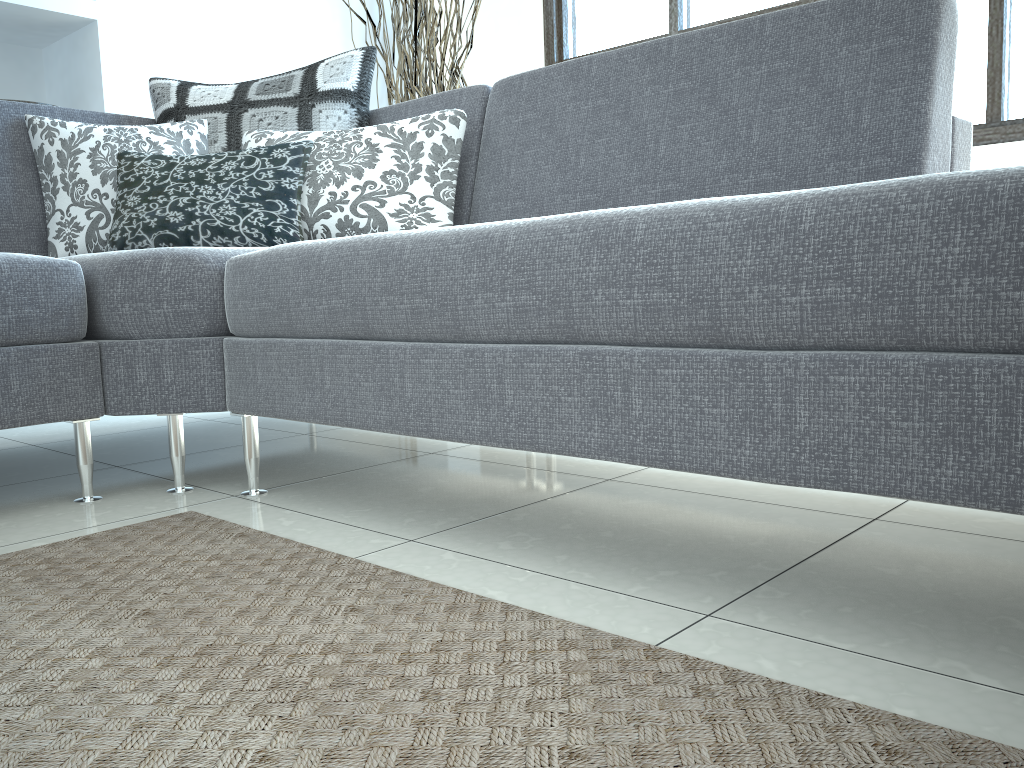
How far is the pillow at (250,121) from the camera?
2.30m

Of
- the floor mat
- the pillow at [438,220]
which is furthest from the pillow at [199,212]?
the floor mat

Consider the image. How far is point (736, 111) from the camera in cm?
166

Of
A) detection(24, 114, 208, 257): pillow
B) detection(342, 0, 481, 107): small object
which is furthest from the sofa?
detection(342, 0, 481, 107): small object

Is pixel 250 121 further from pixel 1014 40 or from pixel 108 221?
pixel 1014 40

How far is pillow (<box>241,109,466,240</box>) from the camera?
2.0 meters

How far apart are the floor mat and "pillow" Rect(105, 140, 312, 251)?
0.7m

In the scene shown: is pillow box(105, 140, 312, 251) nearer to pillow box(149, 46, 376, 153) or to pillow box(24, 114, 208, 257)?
pillow box(24, 114, 208, 257)

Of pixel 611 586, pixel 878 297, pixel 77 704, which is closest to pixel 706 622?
pixel 611 586

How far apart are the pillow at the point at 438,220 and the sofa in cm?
6
